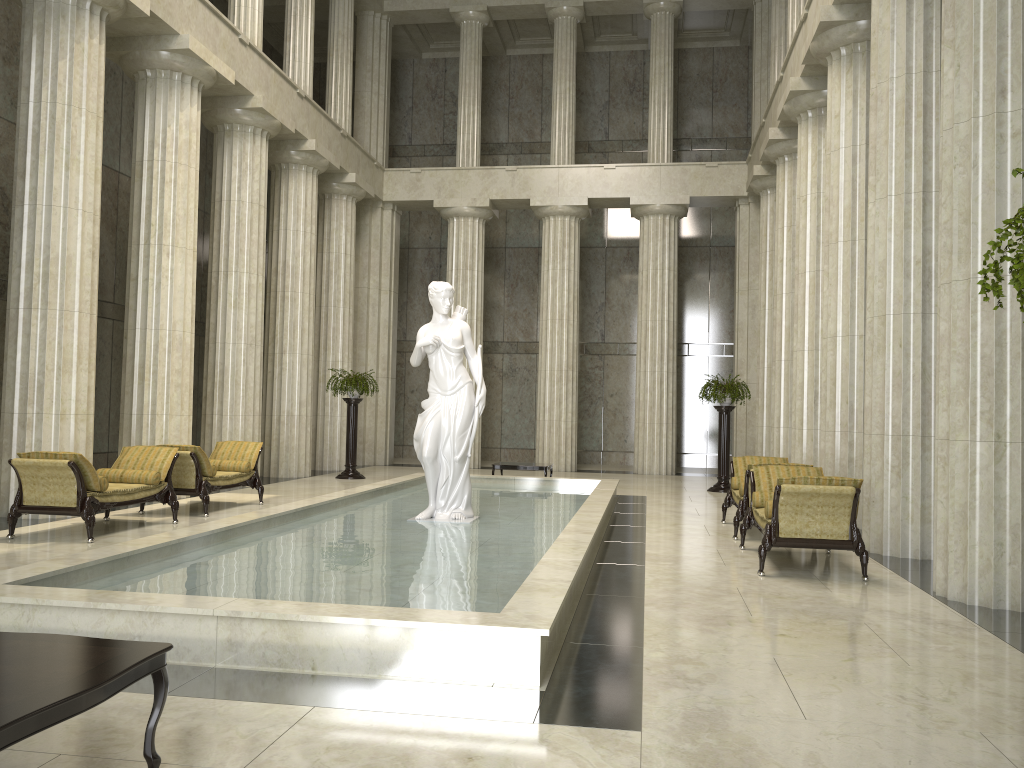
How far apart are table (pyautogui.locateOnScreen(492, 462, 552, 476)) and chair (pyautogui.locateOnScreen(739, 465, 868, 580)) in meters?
6.9 m

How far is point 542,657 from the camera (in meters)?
4.80

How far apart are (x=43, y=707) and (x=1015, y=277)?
3.3m

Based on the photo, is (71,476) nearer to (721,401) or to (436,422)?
(436,422)

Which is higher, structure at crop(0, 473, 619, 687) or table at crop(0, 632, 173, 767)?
table at crop(0, 632, 173, 767)

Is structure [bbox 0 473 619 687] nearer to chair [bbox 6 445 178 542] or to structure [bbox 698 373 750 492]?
chair [bbox 6 445 178 542]

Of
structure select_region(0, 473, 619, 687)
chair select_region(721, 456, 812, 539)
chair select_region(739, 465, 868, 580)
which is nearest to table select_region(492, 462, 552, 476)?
structure select_region(0, 473, 619, 687)

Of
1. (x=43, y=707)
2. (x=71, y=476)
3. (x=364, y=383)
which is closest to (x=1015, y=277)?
(x=43, y=707)

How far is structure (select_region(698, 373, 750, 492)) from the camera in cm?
1764

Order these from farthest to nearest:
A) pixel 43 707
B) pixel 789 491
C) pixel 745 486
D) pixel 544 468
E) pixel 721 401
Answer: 1. pixel 721 401
2. pixel 544 468
3. pixel 745 486
4. pixel 789 491
5. pixel 43 707
